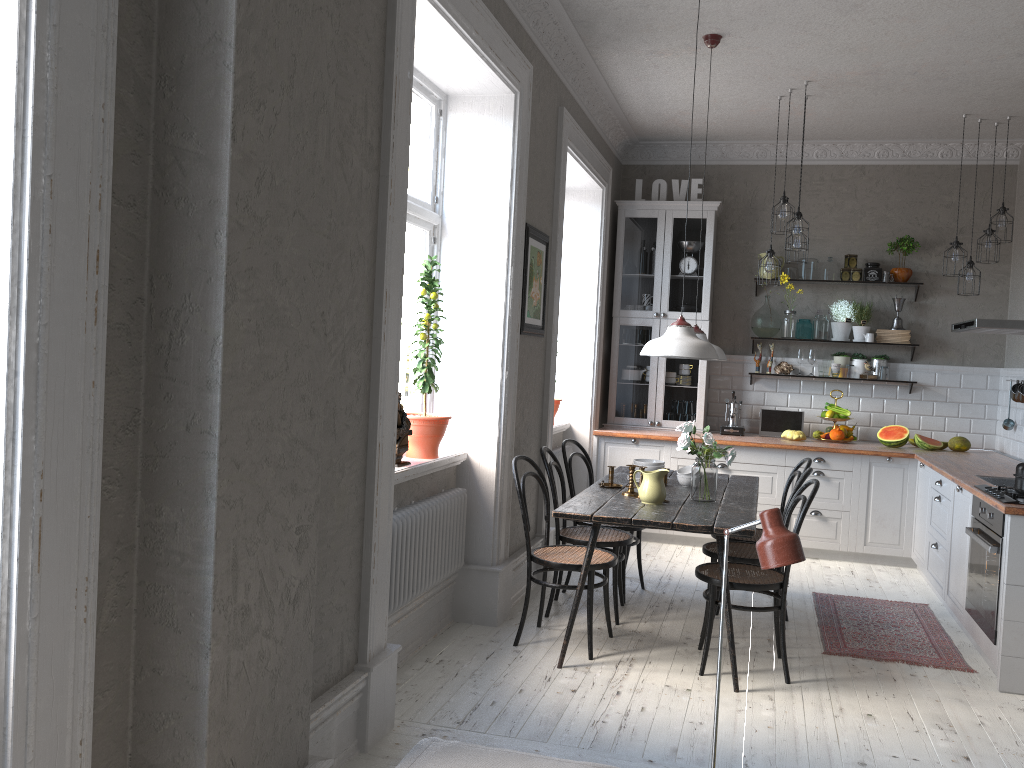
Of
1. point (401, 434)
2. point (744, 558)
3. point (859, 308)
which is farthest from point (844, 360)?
point (401, 434)

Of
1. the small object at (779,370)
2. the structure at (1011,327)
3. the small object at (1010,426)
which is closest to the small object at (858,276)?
the small object at (779,370)

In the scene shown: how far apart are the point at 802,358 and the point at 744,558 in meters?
3.2

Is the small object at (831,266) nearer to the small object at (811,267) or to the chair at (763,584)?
the small object at (811,267)

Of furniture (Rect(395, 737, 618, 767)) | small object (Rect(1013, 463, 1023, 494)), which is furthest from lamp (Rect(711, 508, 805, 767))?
small object (Rect(1013, 463, 1023, 494))

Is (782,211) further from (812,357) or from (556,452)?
(556,452)

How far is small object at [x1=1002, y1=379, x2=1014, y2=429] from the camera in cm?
646

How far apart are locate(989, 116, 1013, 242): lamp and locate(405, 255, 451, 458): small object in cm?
426

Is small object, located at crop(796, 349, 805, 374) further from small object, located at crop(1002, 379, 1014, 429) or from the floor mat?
the floor mat

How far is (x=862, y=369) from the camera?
7.1 meters
